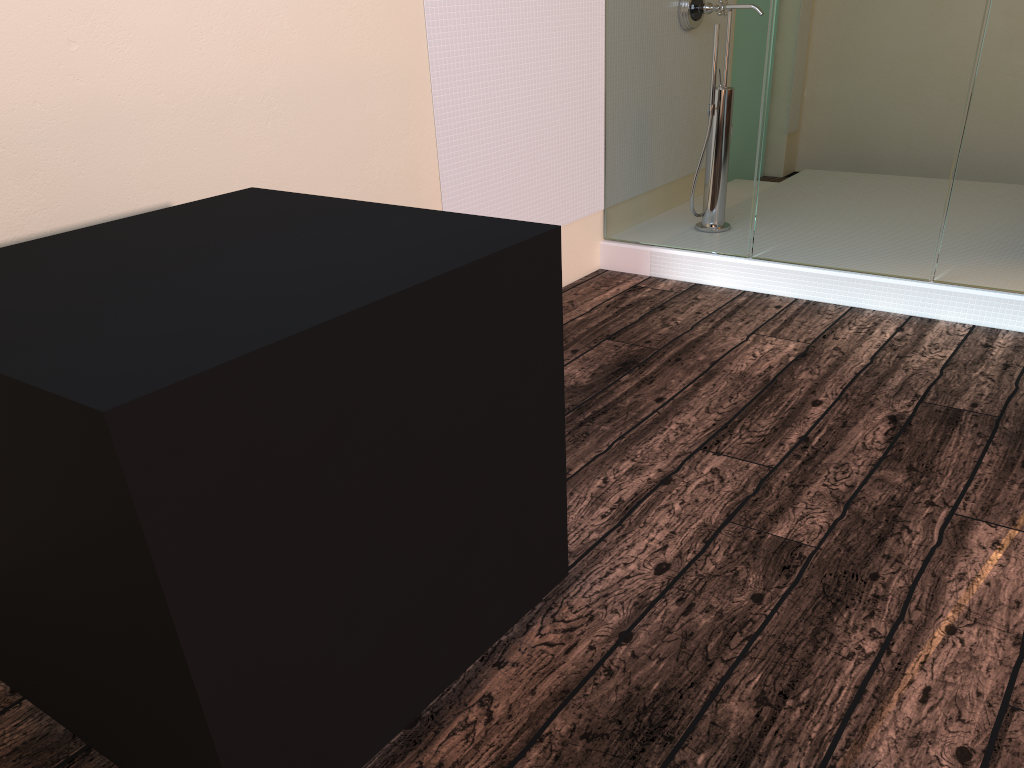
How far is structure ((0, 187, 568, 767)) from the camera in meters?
1.0 m

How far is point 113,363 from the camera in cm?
103

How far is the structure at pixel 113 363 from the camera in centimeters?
103cm
